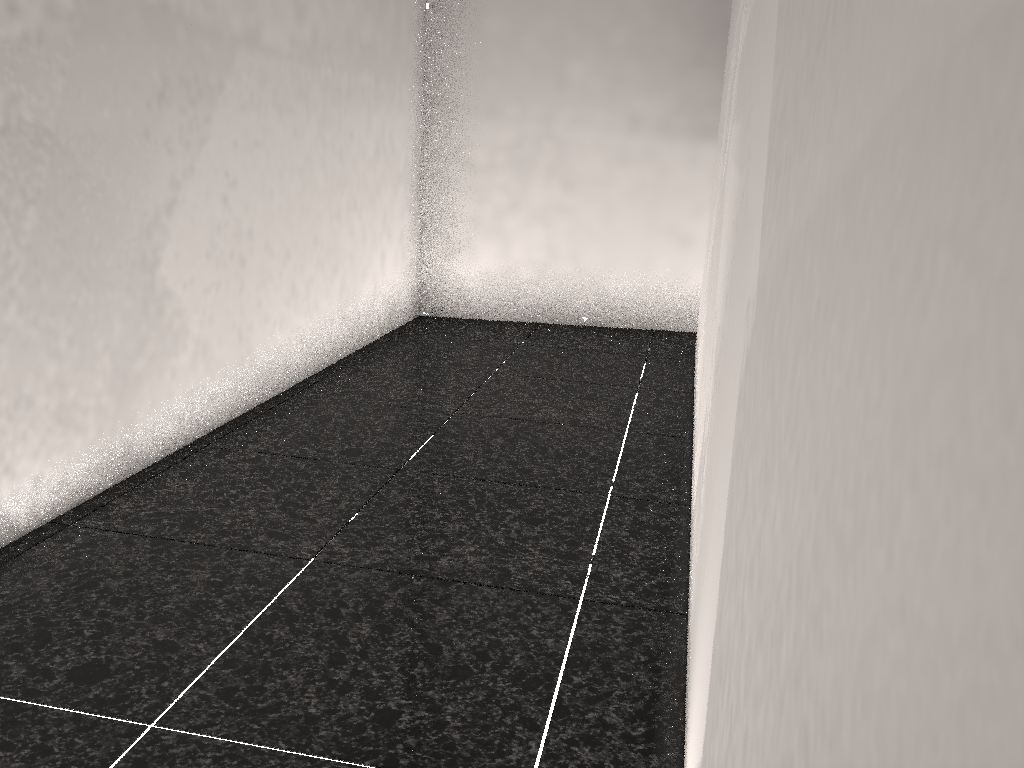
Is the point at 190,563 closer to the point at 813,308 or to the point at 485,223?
the point at 813,308

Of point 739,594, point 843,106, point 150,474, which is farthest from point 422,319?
point 843,106
